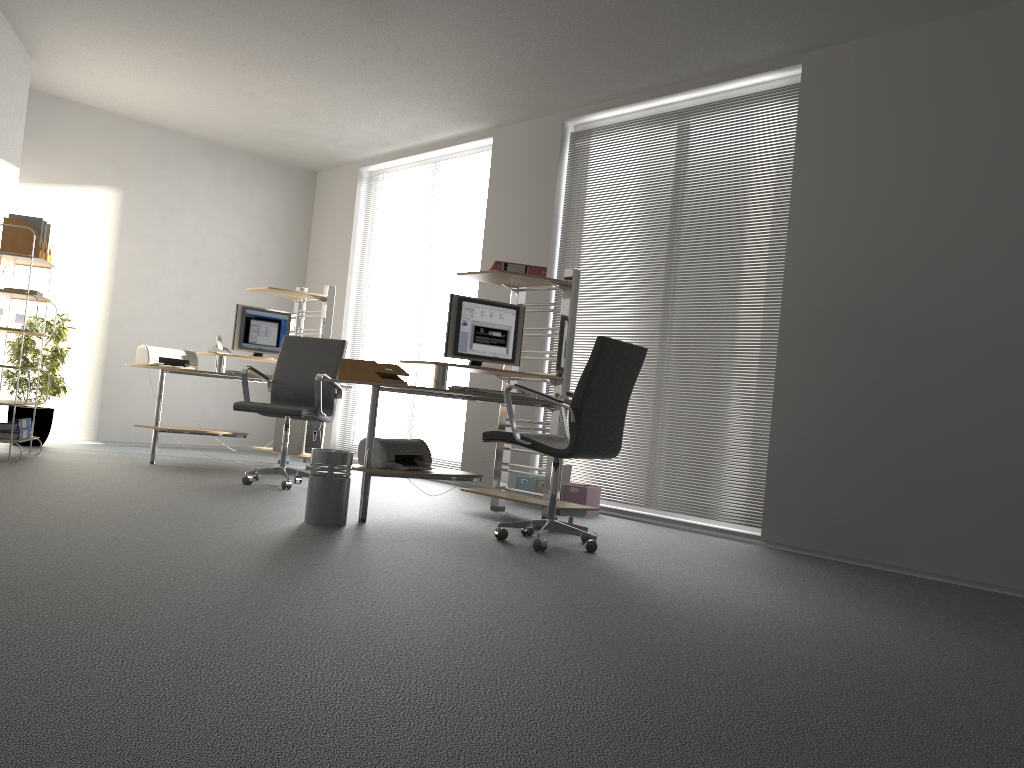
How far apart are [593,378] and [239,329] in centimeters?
403cm

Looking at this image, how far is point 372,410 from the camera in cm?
464

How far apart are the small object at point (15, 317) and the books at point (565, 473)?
3.94m

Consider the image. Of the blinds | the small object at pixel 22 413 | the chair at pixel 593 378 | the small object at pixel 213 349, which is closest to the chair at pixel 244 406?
the small object at pixel 213 349

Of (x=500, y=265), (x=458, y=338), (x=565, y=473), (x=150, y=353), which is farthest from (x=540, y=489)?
(x=150, y=353)

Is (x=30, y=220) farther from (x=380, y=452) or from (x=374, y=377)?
(x=380, y=452)

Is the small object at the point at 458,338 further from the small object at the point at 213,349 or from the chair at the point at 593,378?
the small object at the point at 213,349

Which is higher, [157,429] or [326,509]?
[157,429]

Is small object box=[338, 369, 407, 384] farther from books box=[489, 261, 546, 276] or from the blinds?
the blinds

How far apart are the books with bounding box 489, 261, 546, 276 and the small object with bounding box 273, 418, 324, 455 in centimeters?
251cm
